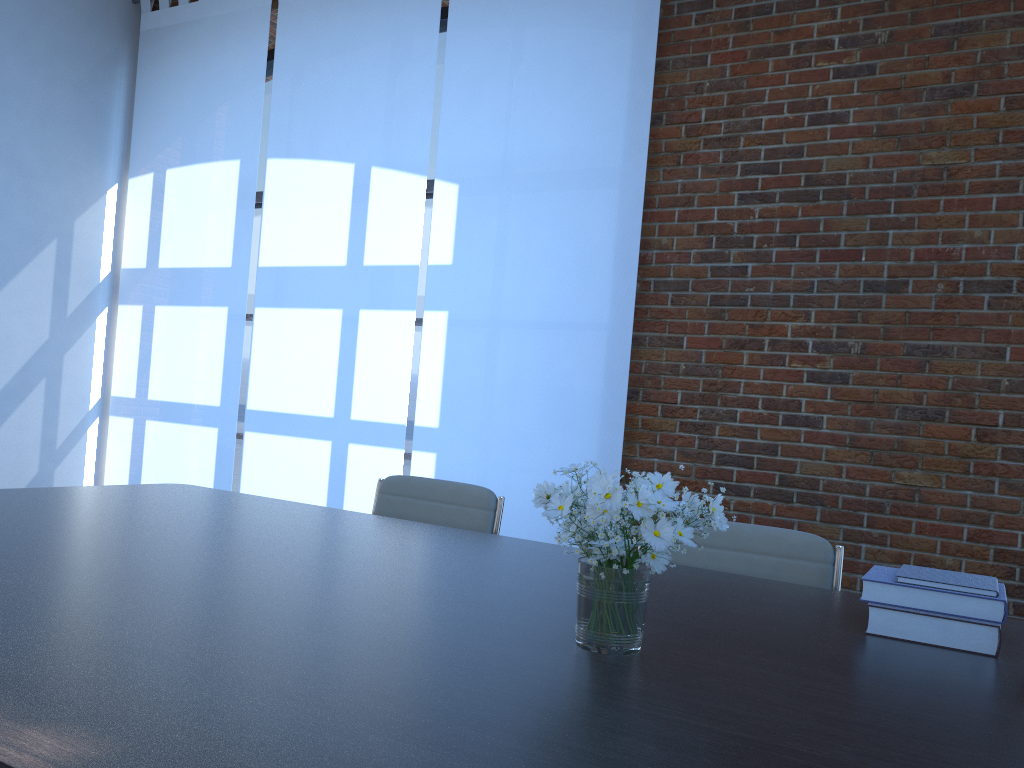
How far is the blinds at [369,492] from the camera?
4.90m

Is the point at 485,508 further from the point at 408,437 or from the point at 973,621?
the point at 408,437

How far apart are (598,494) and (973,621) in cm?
82

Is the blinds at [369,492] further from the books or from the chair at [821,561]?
the books

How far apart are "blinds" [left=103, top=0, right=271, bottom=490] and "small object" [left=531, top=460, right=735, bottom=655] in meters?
4.2

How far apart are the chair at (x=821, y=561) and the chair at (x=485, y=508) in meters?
0.7 m

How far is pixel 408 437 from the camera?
5.48m

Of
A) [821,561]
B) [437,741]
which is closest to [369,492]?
[821,561]

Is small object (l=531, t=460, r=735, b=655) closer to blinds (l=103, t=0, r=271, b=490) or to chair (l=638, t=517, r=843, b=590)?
chair (l=638, t=517, r=843, b=590)

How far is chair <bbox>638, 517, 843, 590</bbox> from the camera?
2.4m
